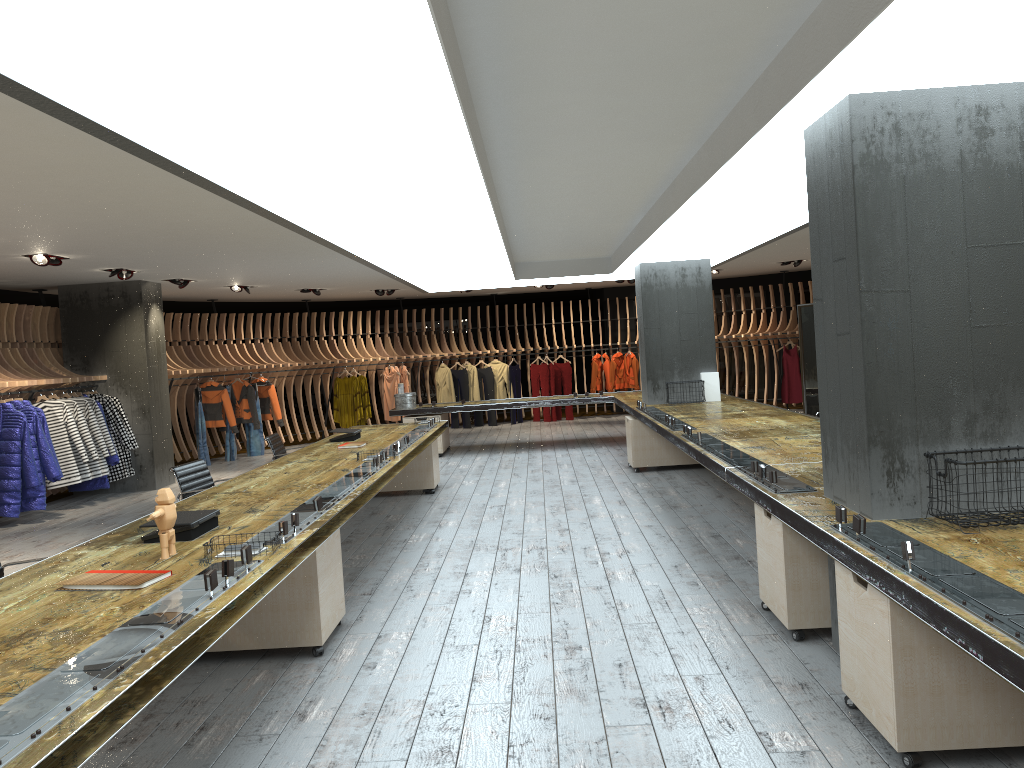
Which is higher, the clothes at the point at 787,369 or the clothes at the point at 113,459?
the clothes at the point at 787,369

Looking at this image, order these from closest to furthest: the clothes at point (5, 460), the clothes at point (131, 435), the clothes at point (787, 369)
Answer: the clothes at point (5, 460), the clothes at point (131, 435), the clothes at point (787, 369)

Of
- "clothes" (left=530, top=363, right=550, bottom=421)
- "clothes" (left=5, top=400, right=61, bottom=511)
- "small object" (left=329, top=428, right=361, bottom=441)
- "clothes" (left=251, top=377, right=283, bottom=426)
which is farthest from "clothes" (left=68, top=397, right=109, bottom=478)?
"clothes" (left=530, top=363, right=550, bottom=421)

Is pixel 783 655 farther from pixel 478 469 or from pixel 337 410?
pixel 337 410

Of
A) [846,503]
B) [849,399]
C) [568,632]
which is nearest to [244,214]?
[568,632]

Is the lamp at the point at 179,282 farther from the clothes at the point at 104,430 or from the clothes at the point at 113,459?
the clothes at the point at 113,459

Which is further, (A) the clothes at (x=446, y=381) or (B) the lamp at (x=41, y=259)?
(A) the clothes at (x=446, y=381)

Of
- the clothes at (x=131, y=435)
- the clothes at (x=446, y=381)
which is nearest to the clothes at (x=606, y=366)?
the clothes at (x=446, y=381)

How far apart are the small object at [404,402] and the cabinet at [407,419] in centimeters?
24cm

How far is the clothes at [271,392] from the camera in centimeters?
1536cm
